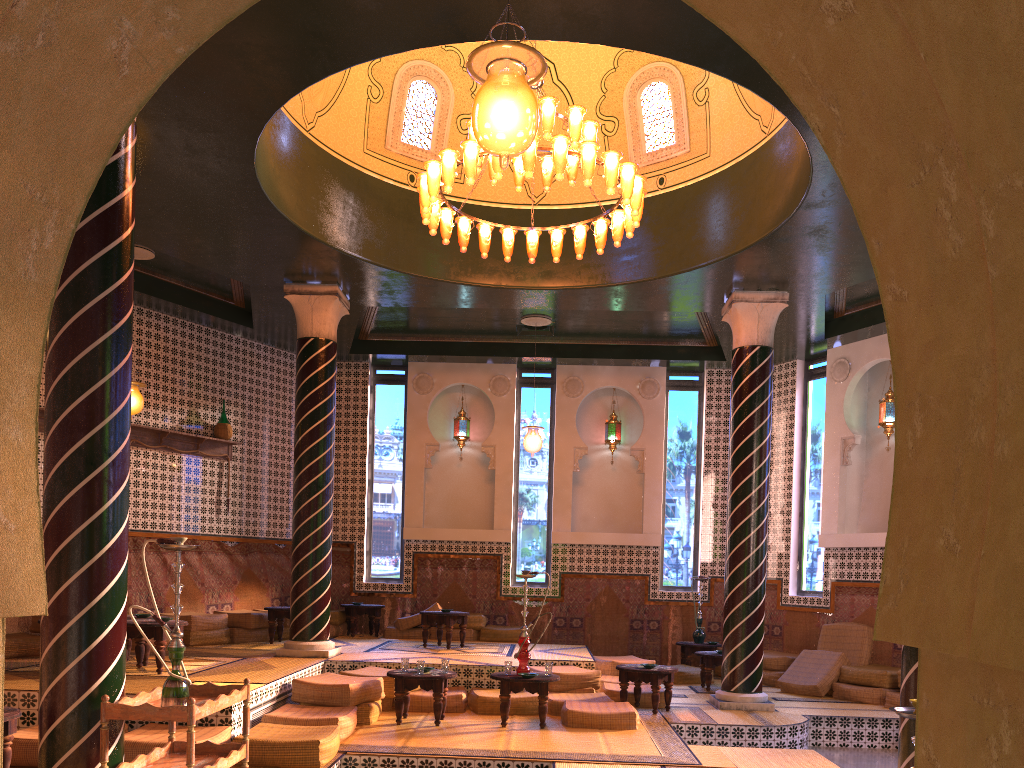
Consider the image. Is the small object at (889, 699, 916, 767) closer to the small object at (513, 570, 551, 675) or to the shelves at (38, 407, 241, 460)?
the small object at (513, 570, 551, 675)

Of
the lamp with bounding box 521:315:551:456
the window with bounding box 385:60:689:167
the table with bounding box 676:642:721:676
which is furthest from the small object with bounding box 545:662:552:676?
the window with bounding box 385:60:689:167

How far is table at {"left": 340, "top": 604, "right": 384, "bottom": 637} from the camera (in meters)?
15.42

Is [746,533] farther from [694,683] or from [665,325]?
[665,325]

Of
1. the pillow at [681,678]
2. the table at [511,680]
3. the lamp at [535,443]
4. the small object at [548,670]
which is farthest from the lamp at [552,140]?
the pillow at [681,678]

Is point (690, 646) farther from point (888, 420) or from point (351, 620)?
point (351, 620)

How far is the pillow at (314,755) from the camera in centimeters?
739cm

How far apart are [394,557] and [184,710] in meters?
11.2 m

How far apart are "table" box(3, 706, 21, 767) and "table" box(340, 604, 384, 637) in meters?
8.8 m

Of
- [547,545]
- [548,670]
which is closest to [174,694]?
[548,670]
